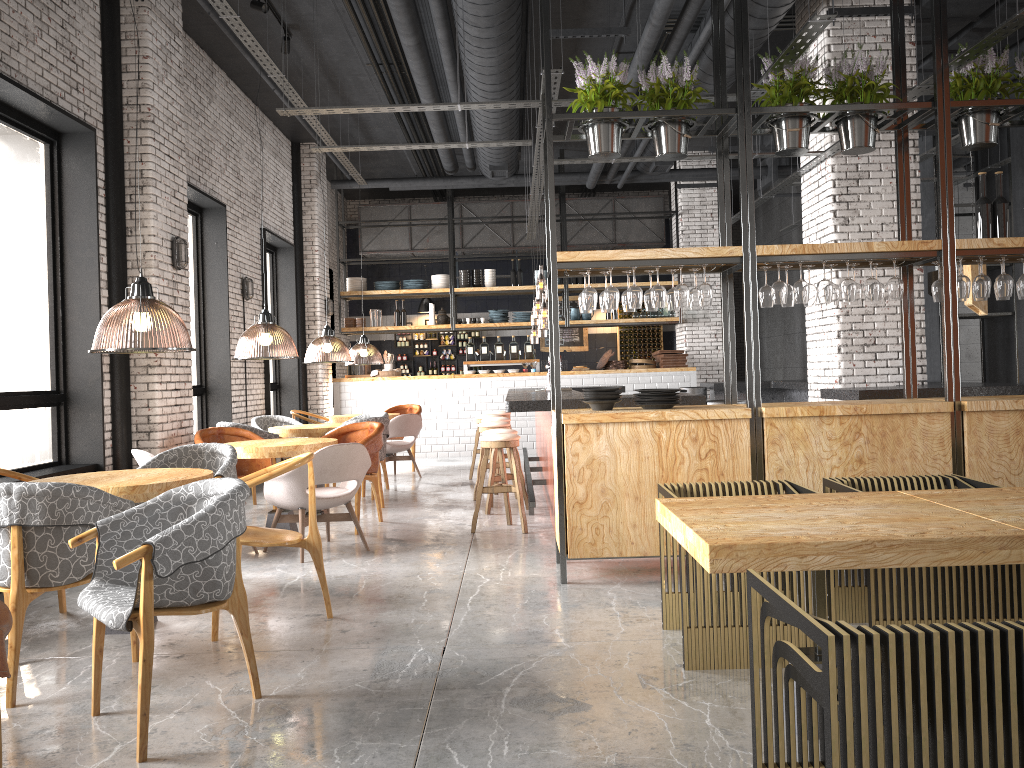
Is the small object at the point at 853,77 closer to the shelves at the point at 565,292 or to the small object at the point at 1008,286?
the small object at the point at 1008,286

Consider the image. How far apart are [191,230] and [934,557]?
9.20m

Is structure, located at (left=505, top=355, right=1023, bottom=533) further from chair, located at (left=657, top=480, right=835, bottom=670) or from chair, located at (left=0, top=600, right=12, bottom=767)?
chair, located at (left=0, top=600, right=12, bottom=767)

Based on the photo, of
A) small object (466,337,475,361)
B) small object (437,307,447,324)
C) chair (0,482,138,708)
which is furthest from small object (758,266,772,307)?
small object (437,307,447,324)

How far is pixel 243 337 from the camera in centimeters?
889cm

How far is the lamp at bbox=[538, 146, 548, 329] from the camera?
12.82m

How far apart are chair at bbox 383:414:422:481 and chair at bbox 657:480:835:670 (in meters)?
6.92

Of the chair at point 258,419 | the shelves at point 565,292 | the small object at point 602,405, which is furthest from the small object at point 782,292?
the shelves at point 565,292

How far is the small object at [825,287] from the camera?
5.51m

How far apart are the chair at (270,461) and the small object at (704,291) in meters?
4.1 m
